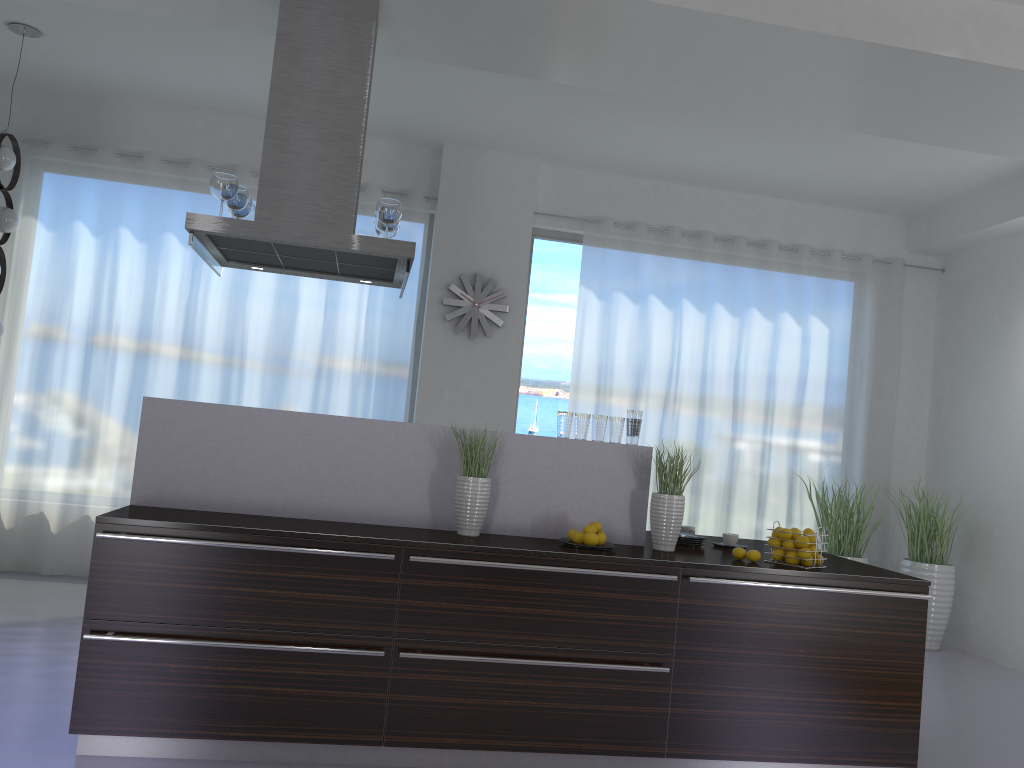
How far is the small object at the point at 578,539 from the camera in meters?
3.7

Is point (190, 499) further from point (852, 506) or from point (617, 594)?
point (852, 506)

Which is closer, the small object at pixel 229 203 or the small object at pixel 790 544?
the small object at pixel 790 544

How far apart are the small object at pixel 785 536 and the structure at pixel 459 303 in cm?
343

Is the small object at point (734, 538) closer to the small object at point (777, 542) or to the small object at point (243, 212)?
the small object at point (777, 542)

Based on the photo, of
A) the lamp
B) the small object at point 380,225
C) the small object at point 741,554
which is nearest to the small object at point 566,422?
the small object at point 741,554

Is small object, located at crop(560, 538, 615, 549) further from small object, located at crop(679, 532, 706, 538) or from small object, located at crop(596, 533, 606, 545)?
small object, located at crop(679, 532, 706, 538)

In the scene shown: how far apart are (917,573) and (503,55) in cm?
493

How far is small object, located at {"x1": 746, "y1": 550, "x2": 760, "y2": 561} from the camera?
3.7m

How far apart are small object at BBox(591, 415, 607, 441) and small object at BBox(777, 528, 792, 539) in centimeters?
88cm
